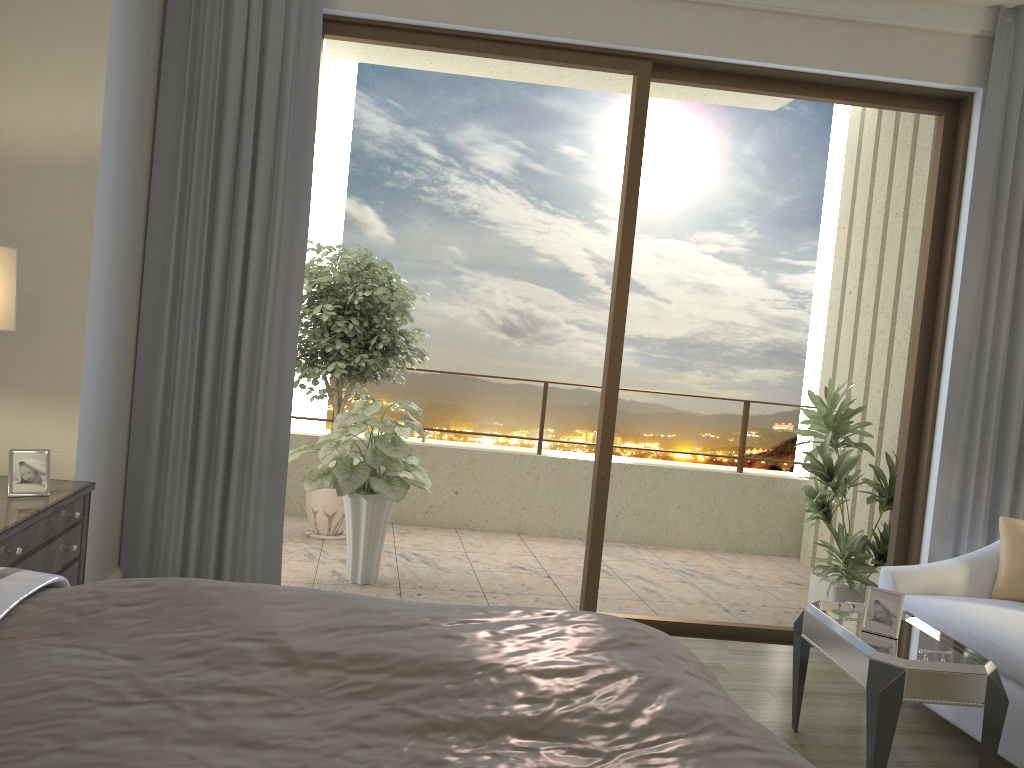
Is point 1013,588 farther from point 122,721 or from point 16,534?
point 16,534

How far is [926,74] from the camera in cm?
418

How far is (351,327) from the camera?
5.45m

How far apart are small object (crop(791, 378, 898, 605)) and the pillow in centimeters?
107cm

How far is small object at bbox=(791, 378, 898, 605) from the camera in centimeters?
487cm

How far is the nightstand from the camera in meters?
2.5 m

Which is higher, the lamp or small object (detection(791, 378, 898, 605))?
the lamp

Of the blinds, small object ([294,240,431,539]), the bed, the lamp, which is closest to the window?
the blinds

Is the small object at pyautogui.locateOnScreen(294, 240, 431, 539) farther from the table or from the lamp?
the table

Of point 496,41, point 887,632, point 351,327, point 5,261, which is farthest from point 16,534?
point 351,327
